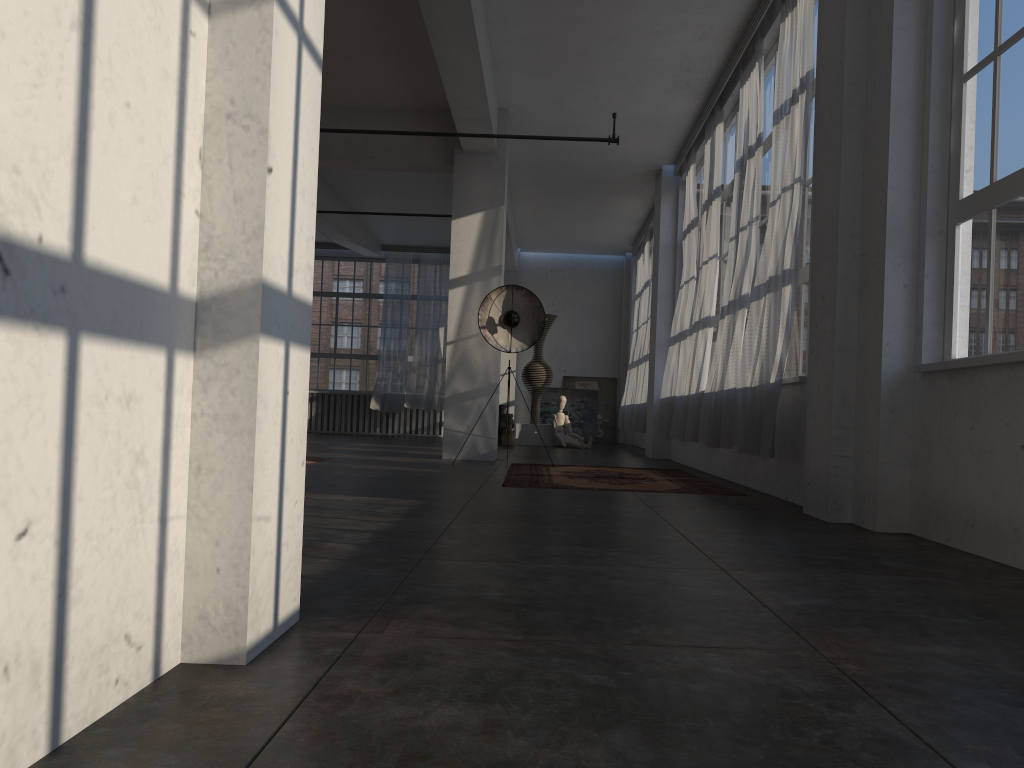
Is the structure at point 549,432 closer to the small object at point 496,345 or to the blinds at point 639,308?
the blinds at point 639,308

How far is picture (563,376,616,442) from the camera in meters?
18.6 m

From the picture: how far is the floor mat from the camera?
6.8m

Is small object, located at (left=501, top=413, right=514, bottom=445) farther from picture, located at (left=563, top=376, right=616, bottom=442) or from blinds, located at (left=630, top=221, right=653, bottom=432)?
picture, located at (left=563, top=376, right=616, bottom=442)

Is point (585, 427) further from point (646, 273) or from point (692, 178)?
point (692, 178)

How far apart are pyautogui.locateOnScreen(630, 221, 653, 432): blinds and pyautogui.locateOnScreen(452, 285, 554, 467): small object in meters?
4.6 m

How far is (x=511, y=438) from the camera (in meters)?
14.80

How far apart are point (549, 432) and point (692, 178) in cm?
598

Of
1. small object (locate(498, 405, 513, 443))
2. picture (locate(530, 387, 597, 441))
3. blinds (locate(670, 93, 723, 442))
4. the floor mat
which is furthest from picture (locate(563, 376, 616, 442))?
the floor mat

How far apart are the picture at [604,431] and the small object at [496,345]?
9.3 meters
